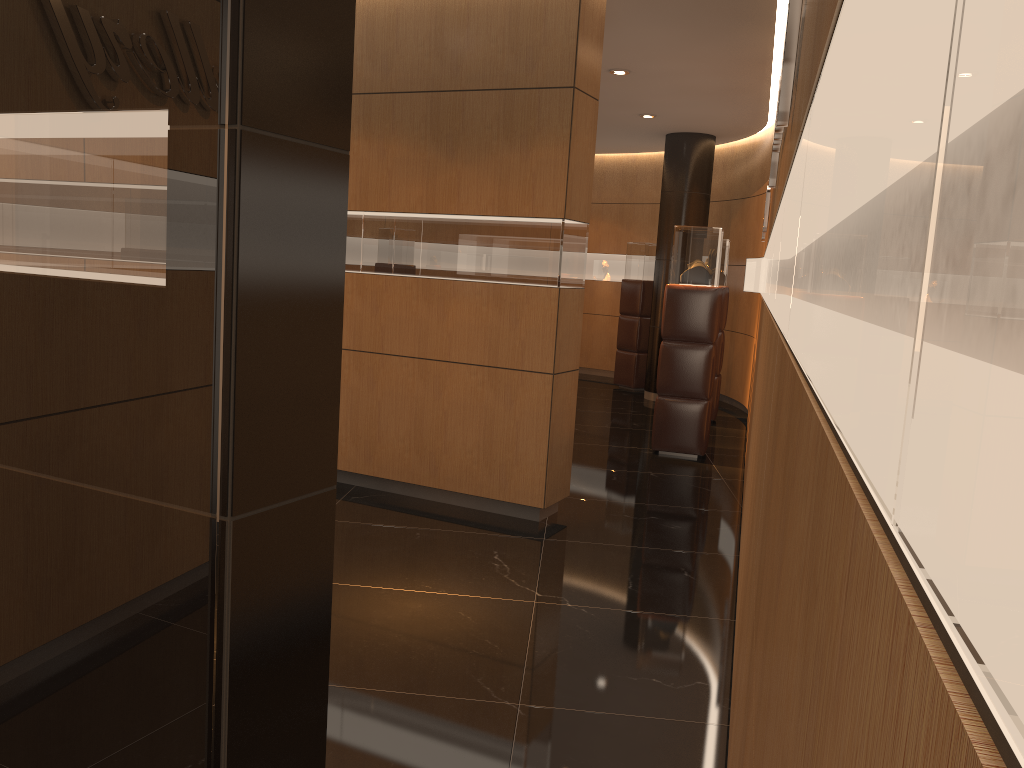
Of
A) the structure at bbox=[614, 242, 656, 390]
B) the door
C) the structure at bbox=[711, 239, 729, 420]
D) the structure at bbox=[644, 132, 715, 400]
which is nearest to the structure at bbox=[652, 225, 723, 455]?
the structure at bbox=[711, 239, 729, 420]

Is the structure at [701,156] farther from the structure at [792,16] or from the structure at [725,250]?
the structure at [792,16]

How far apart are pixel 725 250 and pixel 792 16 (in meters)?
7.38

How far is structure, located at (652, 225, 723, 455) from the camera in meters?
7.6

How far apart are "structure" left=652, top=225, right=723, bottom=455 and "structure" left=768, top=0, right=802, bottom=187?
3.41m

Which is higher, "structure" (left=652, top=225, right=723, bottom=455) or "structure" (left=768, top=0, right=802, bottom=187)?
"structure" (left=768, top=0, right=802, bottom=187)

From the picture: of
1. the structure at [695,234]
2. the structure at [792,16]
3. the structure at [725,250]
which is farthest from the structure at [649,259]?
the structure at [792,16]

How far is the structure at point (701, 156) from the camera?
10.75m

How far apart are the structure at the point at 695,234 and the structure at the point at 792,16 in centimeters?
341cm

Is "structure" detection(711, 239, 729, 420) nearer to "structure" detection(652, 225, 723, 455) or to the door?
"structure" detection(652, 225, 723, 455)
